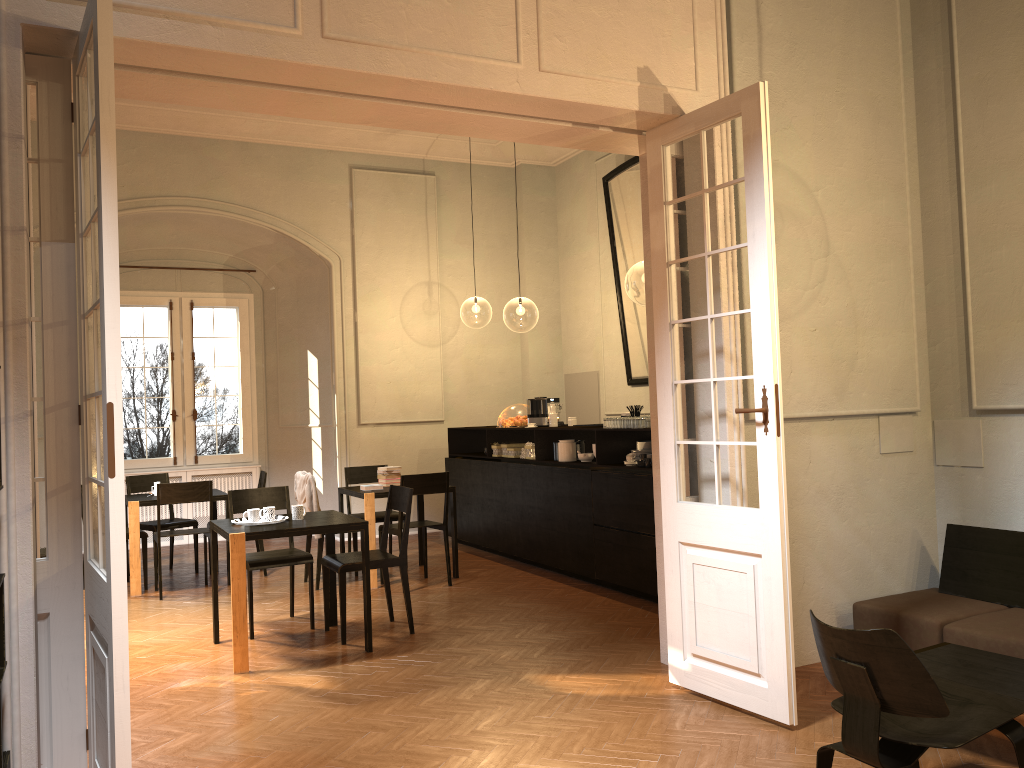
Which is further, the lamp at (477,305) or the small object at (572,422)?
the lamp at (477,305)

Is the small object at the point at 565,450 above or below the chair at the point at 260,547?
above

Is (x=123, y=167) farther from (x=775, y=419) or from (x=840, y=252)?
(x=775, y=419)

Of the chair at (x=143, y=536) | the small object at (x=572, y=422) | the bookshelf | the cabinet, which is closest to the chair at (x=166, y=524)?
the chair at (x=143, y=536)

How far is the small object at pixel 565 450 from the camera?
8.7 meters

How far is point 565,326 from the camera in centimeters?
1278cm

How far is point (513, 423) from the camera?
9.9m

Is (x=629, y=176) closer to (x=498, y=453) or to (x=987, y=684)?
(x=498, y=453)

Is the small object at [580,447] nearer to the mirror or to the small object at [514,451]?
the small object at [514,451]

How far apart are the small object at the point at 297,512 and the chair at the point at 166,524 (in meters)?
3.59
